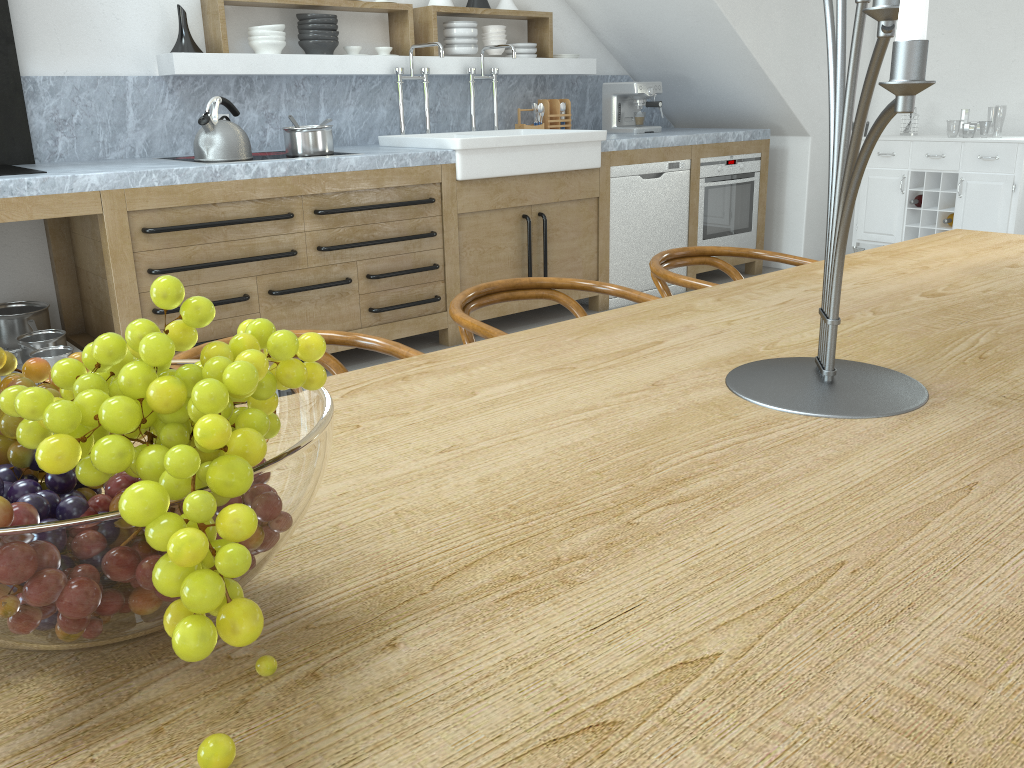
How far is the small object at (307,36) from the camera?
4.42m

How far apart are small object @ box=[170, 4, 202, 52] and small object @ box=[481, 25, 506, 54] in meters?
1.7

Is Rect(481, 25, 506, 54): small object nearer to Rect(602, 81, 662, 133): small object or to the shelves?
the shelves

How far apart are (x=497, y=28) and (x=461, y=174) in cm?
137

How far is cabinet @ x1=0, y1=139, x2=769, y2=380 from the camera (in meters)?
3.41

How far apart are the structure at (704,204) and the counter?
0.1 meters

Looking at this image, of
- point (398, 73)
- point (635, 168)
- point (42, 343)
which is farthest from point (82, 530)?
point (635, 168)

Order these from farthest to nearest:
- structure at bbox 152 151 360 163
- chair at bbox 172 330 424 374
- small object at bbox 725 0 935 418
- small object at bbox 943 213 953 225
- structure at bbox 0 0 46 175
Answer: small object at bbox 943 213 953 225 → structure at bbox 152 151 360 163 → structure at bbox 0 0 46 175 → chair at bbox 172 330 424 374 → small object at bbox 725 0 935 418

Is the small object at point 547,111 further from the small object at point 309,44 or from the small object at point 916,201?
the small object at point 916,201

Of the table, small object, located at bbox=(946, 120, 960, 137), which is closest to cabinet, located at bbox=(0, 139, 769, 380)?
the table
